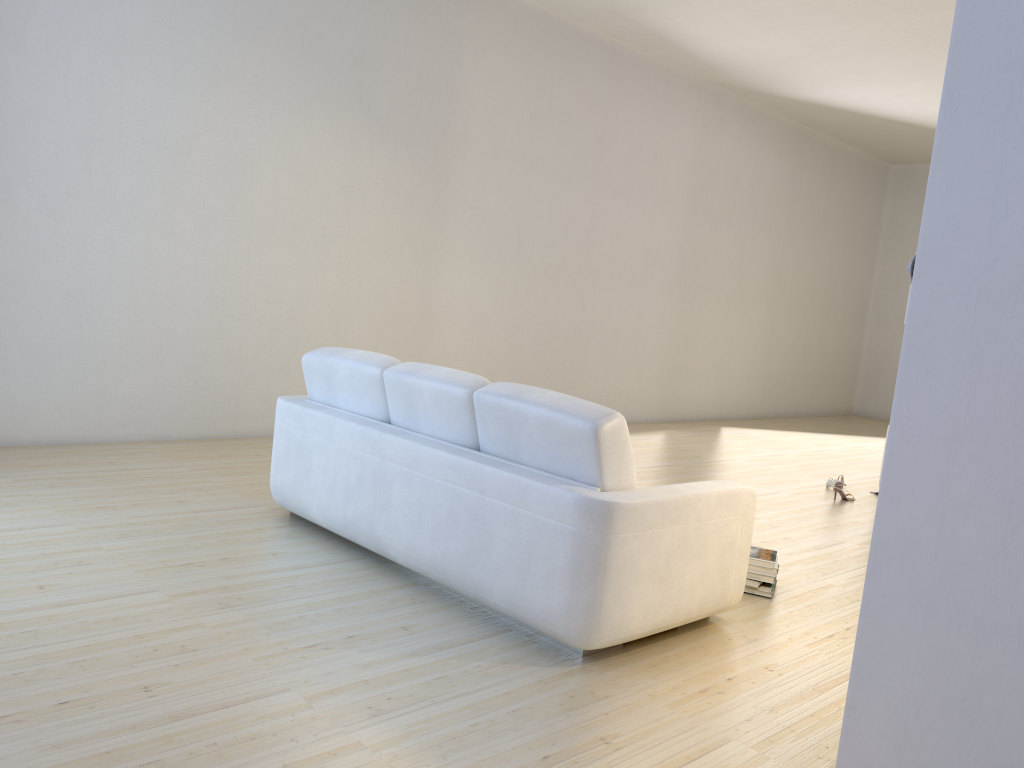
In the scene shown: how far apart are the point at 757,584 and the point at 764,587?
0.0m

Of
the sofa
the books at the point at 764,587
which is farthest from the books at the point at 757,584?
the sofa

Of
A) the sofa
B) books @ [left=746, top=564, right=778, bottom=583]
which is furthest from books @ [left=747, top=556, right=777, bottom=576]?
the sofa

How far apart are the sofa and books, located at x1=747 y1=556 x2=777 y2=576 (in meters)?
0.48

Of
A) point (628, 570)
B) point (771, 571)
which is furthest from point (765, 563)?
point (628, 570)

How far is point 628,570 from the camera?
2.92m

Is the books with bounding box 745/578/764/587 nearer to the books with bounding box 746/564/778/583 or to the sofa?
the books with bounding box 746/564/778/583

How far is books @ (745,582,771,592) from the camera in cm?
388

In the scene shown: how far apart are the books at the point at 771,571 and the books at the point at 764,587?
0.07m

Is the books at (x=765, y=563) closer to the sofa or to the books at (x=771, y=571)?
the books at (x=771, y=571)
